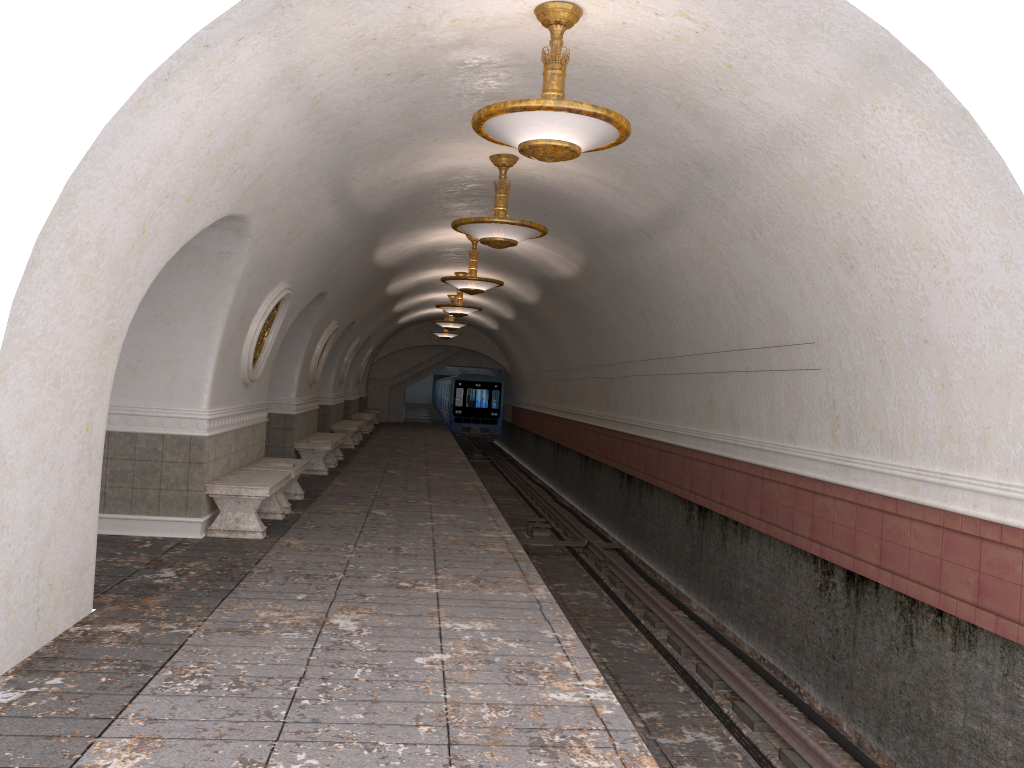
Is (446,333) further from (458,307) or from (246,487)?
(246,487)

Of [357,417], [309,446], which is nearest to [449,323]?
[357,417]

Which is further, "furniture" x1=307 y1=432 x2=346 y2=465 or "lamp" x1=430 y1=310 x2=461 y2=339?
"lamp" x1=430 y1=310 x2=461 y2=339

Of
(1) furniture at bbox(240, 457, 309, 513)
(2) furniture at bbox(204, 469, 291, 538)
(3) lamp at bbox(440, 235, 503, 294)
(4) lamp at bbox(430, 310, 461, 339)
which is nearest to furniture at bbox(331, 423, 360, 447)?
(4) lamp at bbox(430, 310, 461, 339)

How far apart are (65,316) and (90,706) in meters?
2.0

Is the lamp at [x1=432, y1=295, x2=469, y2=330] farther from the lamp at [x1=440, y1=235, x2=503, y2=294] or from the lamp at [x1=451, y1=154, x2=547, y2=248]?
the lamp at [x1=451, y1=154, x2=547, y2=248]

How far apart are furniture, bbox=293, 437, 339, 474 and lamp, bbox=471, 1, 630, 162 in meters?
9.5 m

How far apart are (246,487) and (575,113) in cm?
516

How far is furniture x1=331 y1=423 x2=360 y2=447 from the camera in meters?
20.5

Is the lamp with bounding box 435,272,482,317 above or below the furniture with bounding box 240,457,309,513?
above
